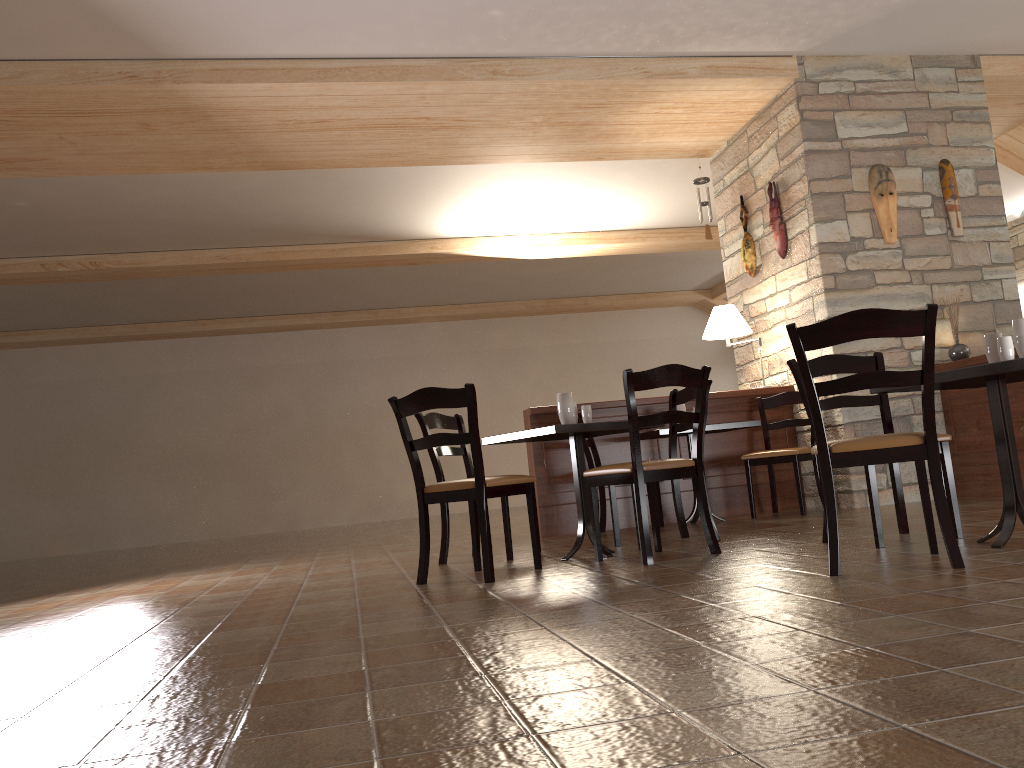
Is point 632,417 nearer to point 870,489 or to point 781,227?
point 870,489

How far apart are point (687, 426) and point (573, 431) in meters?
1.0

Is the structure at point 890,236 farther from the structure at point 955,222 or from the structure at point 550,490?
the structure at point 550,490

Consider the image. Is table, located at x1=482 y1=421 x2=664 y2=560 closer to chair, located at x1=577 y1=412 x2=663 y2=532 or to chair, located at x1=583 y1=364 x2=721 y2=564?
chair, located at x1=583 y1=364 x2=721 y2=564

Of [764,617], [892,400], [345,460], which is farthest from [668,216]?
[764,617]

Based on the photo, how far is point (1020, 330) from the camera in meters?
3.3

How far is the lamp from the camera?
6.5m

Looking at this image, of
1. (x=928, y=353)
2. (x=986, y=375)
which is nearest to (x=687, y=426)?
(x=986, y=375)

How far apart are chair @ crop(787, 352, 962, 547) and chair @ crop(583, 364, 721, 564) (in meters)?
0.41

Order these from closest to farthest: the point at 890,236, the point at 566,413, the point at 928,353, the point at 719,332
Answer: the point at 928,353 → the point at 566,413 → the point at 890,236 → the point at 719,332
